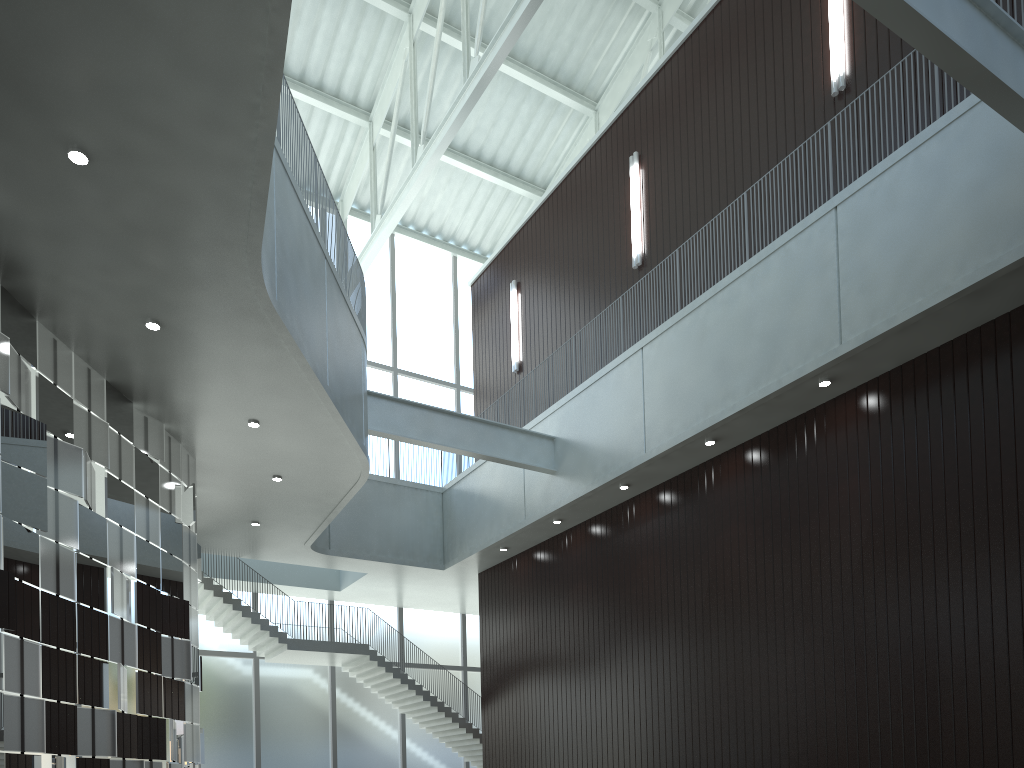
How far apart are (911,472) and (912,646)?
7.8m
